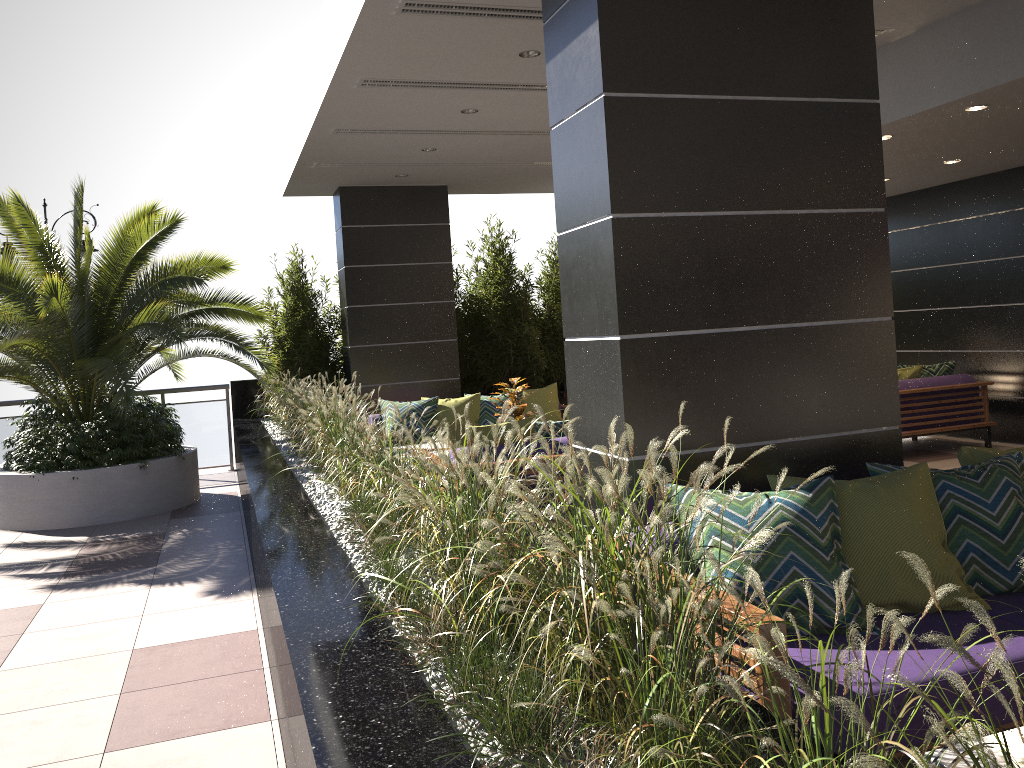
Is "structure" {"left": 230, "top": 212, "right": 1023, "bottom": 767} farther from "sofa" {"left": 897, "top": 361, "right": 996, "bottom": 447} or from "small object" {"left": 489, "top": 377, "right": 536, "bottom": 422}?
"sofa" {"left": 897, "top": 361, "right": 996, "bottom": 447}

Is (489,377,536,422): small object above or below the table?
above

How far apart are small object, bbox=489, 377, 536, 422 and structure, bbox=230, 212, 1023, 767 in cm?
141

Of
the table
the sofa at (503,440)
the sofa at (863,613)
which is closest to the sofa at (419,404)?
the sofa at (503,440)

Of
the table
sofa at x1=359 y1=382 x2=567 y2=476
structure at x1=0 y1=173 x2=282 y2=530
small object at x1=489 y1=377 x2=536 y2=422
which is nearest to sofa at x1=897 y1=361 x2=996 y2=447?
sofa at x1=359 y1=382 x2=567 y2=476

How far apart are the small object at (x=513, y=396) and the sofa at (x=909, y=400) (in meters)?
3.74

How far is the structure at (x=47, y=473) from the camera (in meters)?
7.81

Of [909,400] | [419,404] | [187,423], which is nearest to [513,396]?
[419,404]

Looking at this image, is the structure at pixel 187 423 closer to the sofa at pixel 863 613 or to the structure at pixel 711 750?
the structure at pixel 711 750

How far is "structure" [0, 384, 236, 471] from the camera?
10.7m
